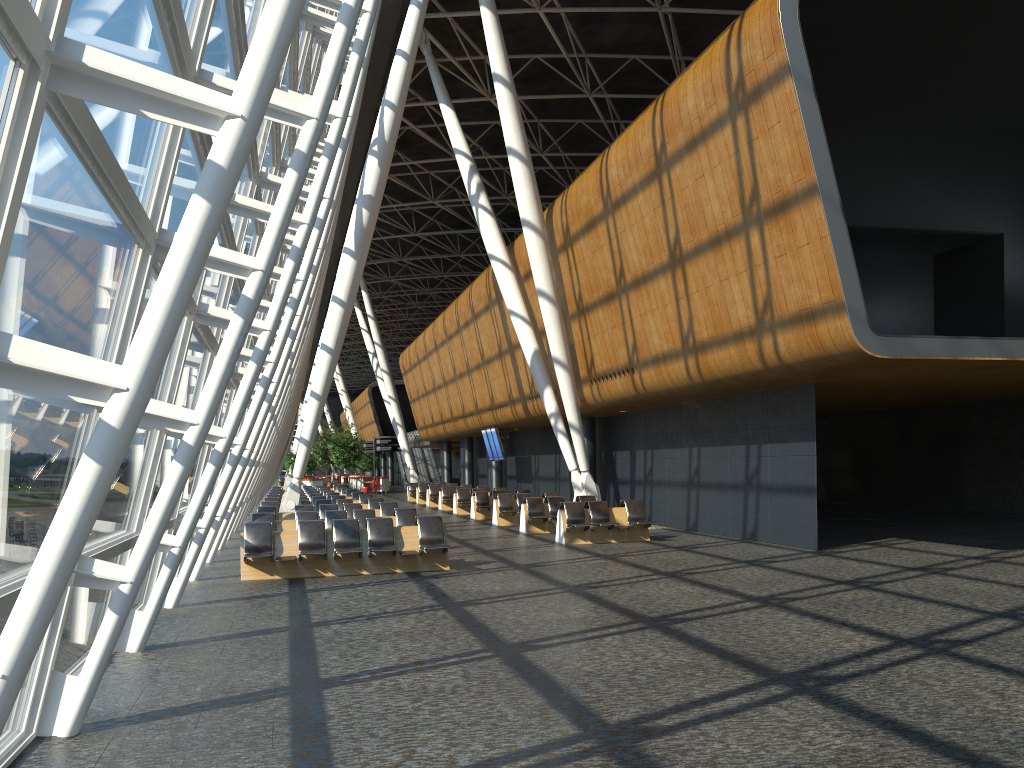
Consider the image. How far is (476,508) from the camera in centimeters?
2668cm

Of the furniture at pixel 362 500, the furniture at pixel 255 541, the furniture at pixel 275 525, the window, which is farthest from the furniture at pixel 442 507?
the furniture at pixel 255 541

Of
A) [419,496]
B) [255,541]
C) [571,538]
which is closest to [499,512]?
[571,538]

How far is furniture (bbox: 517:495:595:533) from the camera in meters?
20.9

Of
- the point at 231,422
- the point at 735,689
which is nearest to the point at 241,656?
the point at 231,422

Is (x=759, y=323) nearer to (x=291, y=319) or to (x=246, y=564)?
(x=291, y=319)

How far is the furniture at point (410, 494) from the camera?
41.0m

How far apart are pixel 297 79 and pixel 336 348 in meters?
8.2 m

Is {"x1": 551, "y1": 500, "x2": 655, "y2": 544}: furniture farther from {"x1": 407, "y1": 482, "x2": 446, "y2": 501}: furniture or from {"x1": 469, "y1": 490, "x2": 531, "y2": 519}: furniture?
{"x1": 407, "y1": 482, "x2": 446, "y2": 501}: furniture

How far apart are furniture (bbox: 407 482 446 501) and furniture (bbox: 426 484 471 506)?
5.36m
